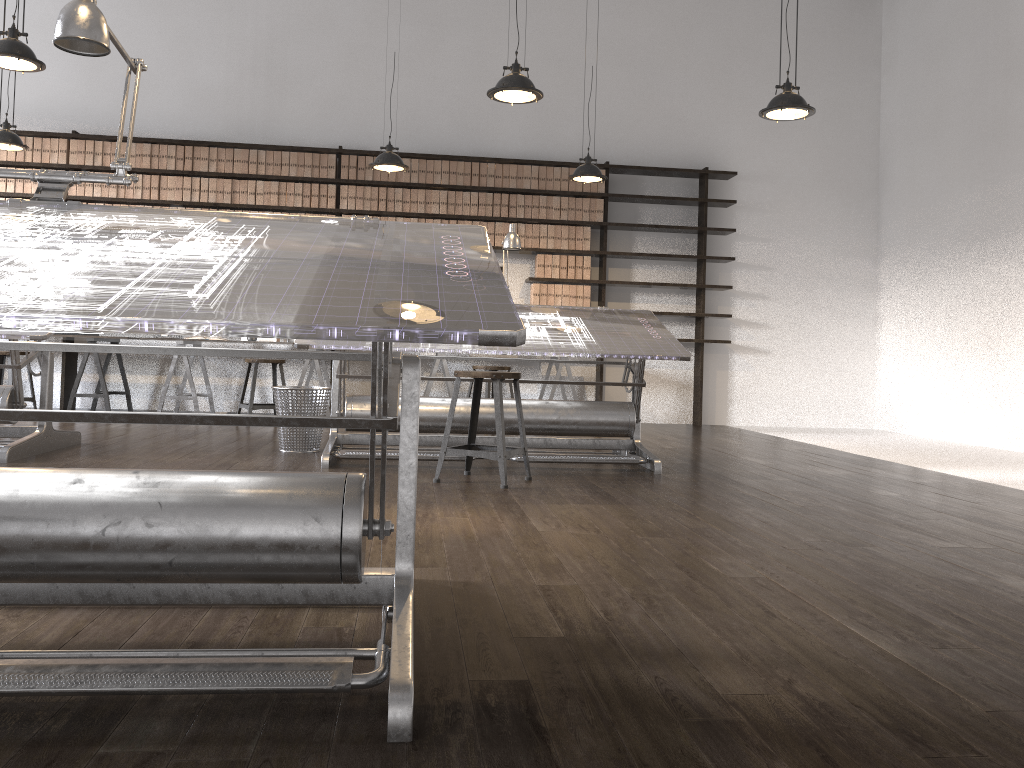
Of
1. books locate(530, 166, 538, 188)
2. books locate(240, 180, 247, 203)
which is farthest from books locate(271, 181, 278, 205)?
books locate(530, 166, 538, 188)

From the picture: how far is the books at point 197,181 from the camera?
7.8m

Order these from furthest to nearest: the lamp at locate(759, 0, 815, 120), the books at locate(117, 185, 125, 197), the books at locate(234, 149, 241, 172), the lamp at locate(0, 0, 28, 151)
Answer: the books at locate(234, 149, 241, 172) < the books at locate(117, 185, 125, 197) < the lamp at locate(0, 0, 28, 151) < the lamp at locate(759, 0, 815, 120)

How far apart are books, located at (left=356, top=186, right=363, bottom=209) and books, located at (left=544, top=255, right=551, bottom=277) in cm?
178

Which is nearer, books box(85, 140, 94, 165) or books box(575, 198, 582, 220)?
books box(85, 140, 94, 165)

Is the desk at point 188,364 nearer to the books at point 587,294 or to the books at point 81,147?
the books at point 81,147

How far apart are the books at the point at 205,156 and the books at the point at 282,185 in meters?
0.7

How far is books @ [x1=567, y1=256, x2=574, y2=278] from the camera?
8.2 meters

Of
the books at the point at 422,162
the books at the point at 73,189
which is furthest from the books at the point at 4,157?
the books at the point at 422,162

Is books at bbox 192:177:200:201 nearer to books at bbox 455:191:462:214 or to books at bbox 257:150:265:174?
books at bbox 257:150:265:174
